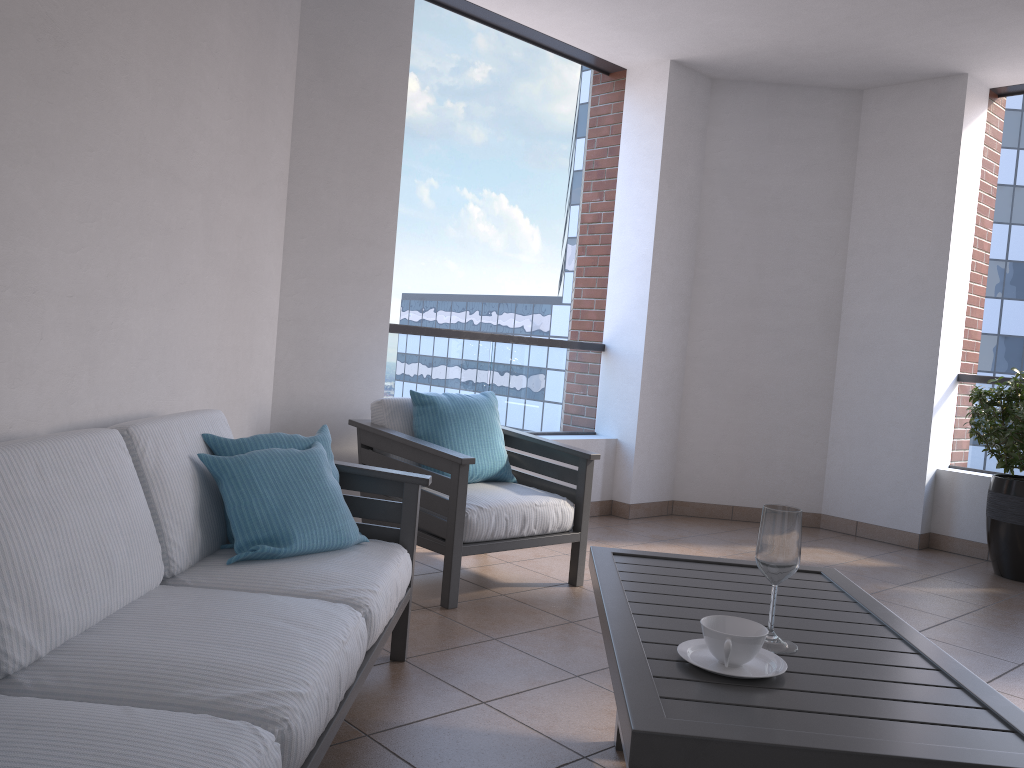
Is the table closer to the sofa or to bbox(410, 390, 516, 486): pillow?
the sofa

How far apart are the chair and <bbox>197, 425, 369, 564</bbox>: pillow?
0.7m

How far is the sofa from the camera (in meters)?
1.37

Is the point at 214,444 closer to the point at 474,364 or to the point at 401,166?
the point at 401,166

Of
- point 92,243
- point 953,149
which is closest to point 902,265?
point 953,149

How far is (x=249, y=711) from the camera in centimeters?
149cm

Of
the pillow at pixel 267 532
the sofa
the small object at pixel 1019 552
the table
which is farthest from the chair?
the small object at pixel 1019 552

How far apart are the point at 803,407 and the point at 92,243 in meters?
4.7

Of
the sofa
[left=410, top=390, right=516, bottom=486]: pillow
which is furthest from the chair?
the sofa

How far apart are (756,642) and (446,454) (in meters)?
1.95
